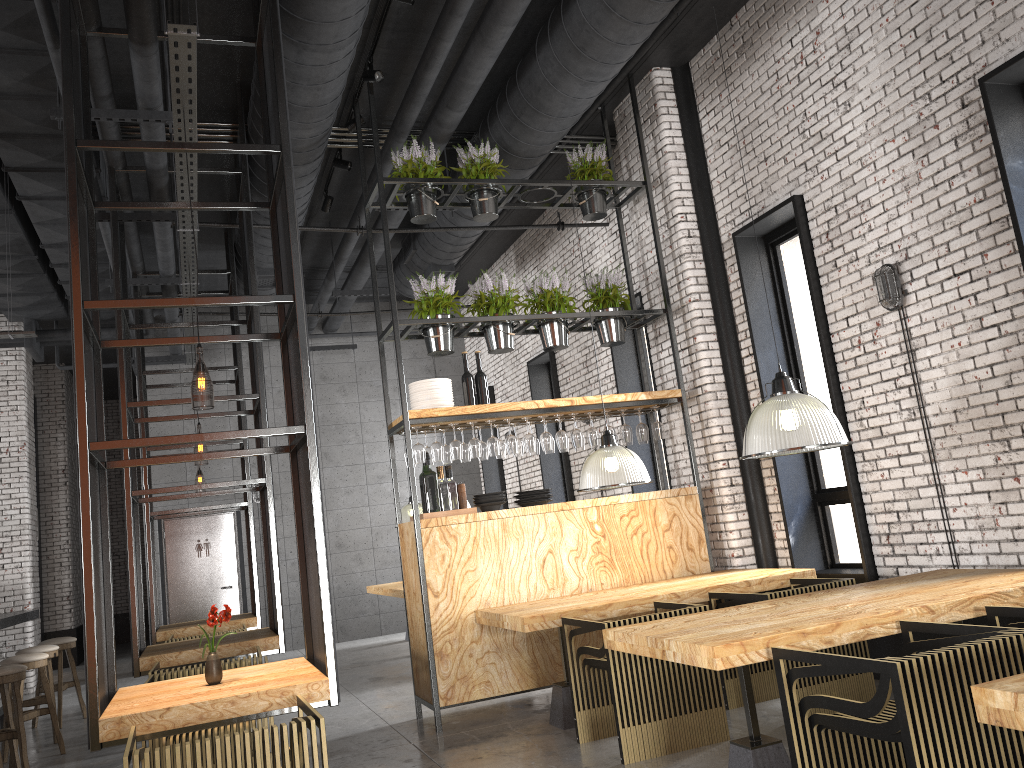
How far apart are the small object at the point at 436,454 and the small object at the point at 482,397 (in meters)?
0.55

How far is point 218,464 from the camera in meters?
12.6

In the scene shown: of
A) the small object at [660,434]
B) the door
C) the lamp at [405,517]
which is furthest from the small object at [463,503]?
the door

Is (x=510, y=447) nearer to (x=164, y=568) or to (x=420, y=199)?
(x=420, y=199)

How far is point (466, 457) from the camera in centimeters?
690cm

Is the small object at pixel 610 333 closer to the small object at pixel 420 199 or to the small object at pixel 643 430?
the small object at pixel 643 430

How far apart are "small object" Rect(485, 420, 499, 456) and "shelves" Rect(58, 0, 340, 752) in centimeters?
164cm

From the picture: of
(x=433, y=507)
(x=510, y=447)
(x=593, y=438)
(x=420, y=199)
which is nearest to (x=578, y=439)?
(x=593, y=438)

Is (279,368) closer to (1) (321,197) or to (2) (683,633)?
(1) (321,197)

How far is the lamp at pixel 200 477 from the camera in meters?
25.8 m
